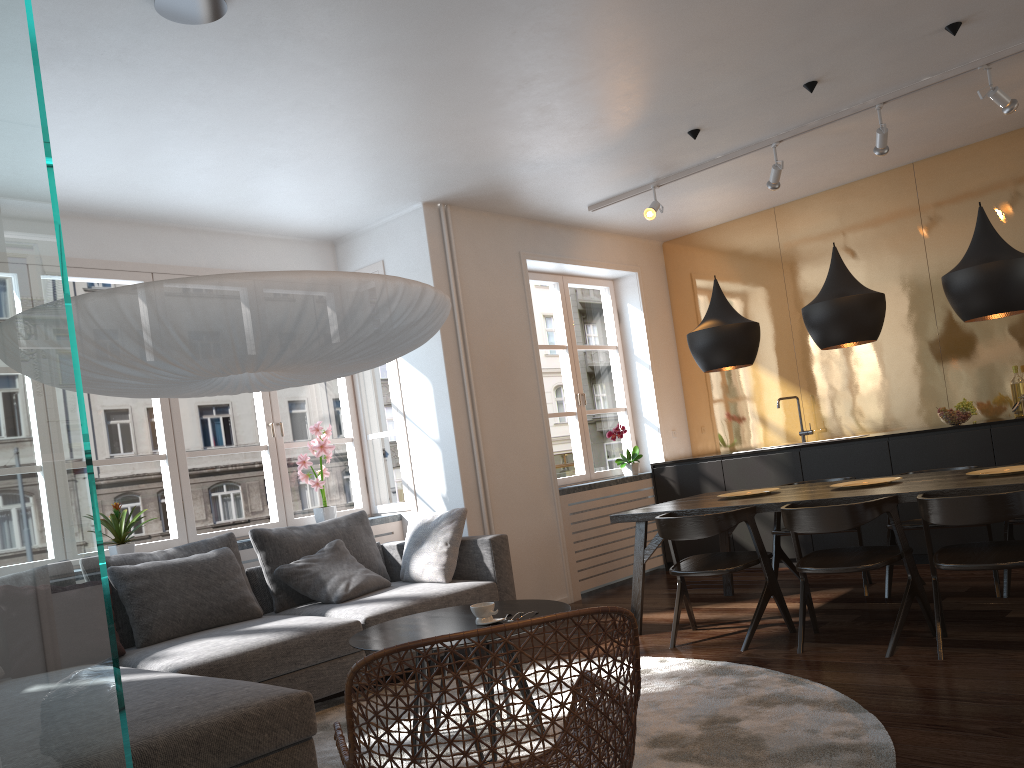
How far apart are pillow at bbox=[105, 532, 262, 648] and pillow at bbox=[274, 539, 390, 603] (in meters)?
0.25

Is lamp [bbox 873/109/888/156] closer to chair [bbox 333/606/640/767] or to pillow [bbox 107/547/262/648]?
chair [bbox 333/606/640/767]

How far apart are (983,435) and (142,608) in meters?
4.9

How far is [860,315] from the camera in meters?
4.4 m

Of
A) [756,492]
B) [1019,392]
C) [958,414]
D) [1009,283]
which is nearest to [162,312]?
[1009,283]

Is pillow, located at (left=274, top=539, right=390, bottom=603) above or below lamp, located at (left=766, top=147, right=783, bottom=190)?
below

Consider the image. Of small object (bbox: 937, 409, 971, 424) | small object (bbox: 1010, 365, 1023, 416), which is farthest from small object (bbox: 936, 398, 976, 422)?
small object (bbox: 1010, 365, 1023, 416)

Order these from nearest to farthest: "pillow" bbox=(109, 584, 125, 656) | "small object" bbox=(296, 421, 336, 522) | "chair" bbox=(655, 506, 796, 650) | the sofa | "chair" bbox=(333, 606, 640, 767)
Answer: "chair" bbox=(333, 606, 640, 767) < the sofa < "pillow" bbox=(109, 584, 125, 656) < "chair" bbox=(655, 506, 796, 650) < "small object" bbox=(296, 421, 336, 522)

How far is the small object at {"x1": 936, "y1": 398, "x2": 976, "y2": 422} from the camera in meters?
5.8

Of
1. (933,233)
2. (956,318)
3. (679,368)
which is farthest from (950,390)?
(679,368)
